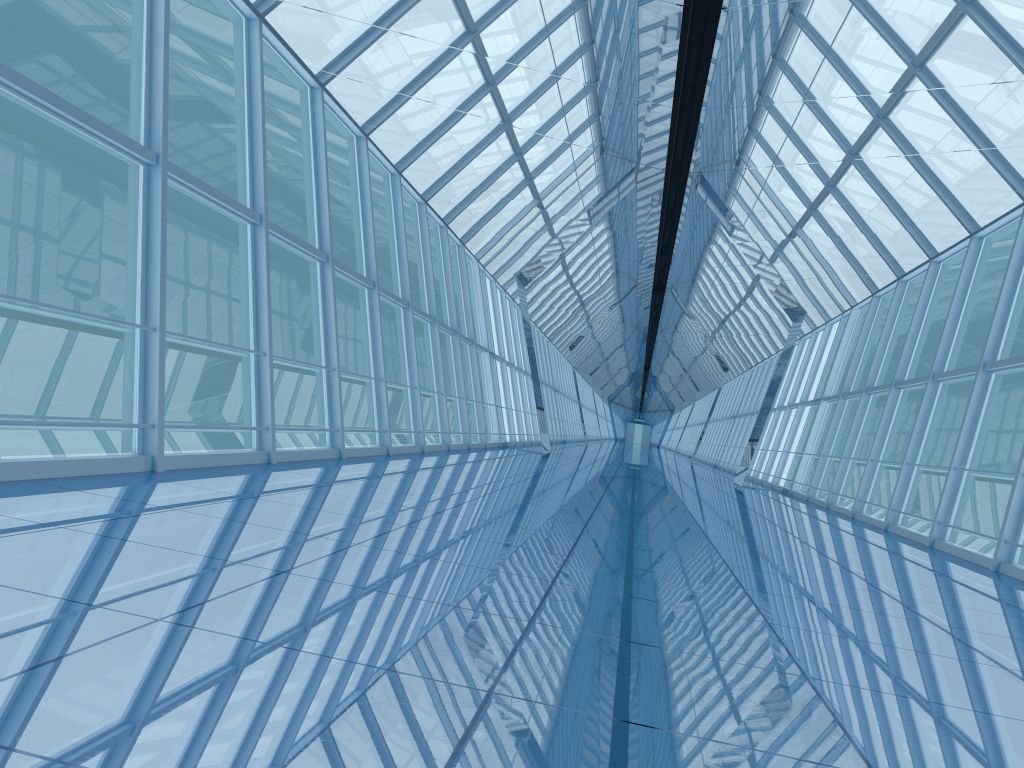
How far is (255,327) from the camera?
8.38m

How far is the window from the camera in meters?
8.4

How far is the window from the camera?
→ 8.38m
